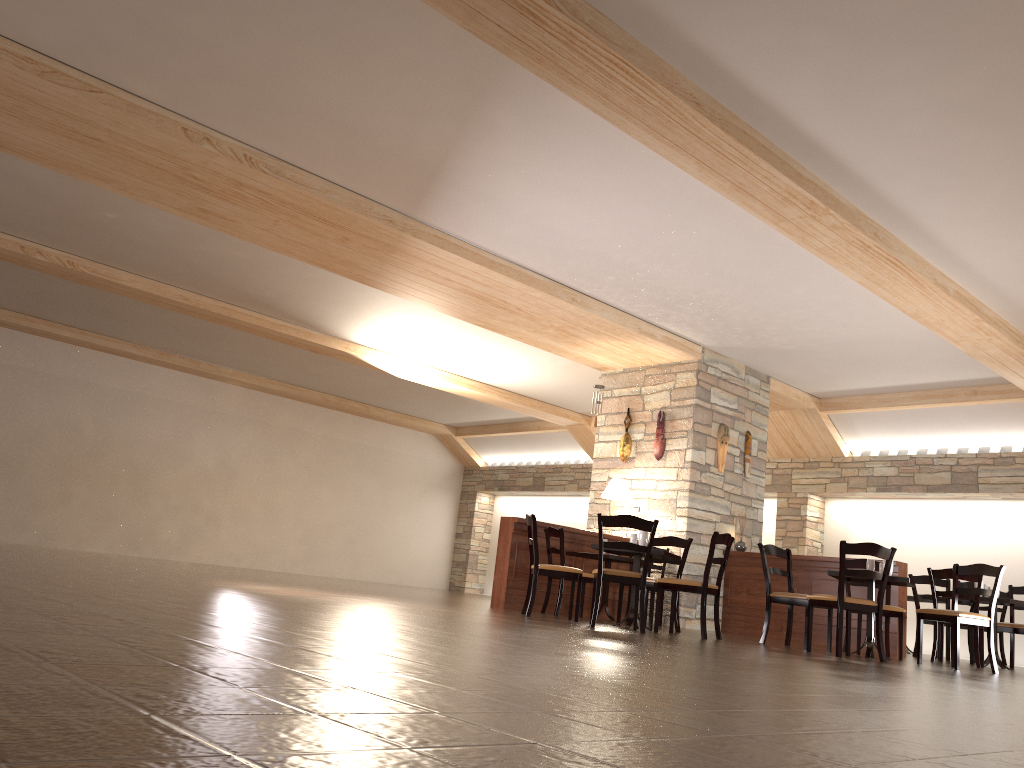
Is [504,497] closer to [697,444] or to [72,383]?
[72,383]

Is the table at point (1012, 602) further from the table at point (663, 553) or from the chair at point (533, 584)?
the chair at point (533, 584)

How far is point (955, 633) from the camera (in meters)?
6.82

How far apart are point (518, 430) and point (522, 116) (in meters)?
11.05

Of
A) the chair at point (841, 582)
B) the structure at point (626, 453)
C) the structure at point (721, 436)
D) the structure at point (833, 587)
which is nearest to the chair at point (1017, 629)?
the structure at point (833, 587)

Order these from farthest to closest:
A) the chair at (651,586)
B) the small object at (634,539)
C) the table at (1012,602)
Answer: the table at (1012,602)
the chair at (651,586)
the small object at (634,539)

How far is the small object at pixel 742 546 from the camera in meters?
10.2 m

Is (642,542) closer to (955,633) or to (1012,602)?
(955,633)

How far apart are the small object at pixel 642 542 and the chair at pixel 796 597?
1.1 meters

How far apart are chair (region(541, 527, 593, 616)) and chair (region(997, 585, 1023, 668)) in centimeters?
413cm
